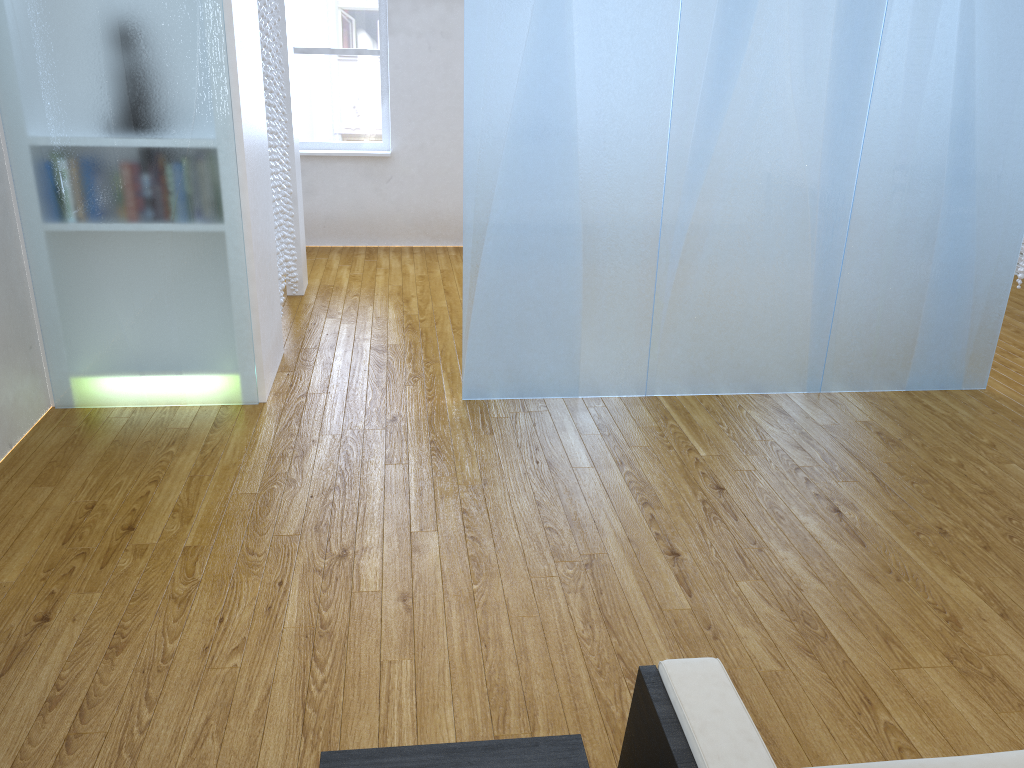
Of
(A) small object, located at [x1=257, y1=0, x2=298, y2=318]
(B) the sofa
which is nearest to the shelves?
(B) the sofa

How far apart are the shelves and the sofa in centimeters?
6cm

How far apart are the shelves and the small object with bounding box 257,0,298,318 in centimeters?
321cm

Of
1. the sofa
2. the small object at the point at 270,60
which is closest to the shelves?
the sofa

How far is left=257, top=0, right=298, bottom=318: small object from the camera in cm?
391

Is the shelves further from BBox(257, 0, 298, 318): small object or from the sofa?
BBox(257, 0, 298, 318): small object

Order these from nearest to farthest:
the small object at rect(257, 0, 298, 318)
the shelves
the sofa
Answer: the sofa → the shelves → the small object at rect(257, 0, 298, 318)

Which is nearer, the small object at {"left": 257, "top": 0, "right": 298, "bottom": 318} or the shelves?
the shelves

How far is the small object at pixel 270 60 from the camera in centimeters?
391cm

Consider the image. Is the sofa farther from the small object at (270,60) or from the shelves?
the small object at (270,60)
